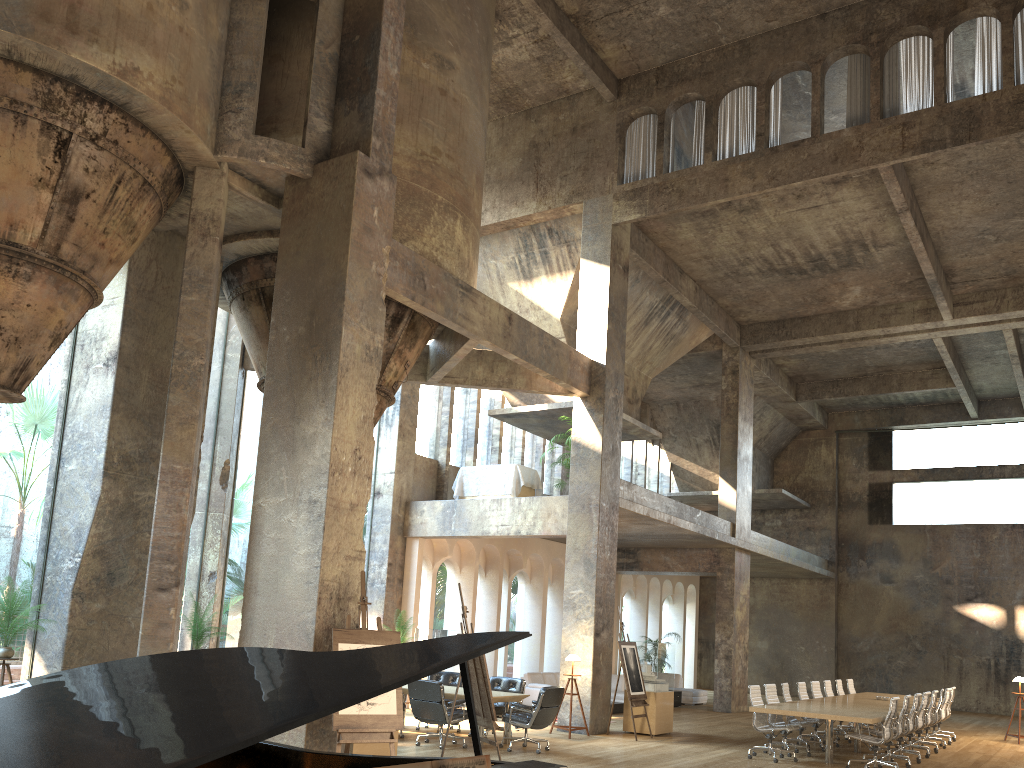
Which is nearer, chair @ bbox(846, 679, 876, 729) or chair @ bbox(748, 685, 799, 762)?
chair @ bbox(748, 685, 799, 762)

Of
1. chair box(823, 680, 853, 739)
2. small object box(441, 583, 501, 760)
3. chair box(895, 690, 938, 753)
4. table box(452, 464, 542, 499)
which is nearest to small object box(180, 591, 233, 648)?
small object box(441, 583, 501, 760)

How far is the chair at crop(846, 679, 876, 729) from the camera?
17.44m

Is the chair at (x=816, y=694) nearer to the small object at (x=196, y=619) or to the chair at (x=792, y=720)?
the chair at (x=792, y=720)

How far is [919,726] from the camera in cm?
1365

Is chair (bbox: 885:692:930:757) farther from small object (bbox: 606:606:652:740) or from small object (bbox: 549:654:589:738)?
small object (bbox: 549:654:589:738)

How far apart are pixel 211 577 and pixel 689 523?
9.3 meters

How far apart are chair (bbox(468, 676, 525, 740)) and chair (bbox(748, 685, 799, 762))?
3.3 meters

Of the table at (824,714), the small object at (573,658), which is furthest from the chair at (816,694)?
the small object at (573,658)

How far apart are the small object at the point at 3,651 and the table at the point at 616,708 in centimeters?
1179cm
